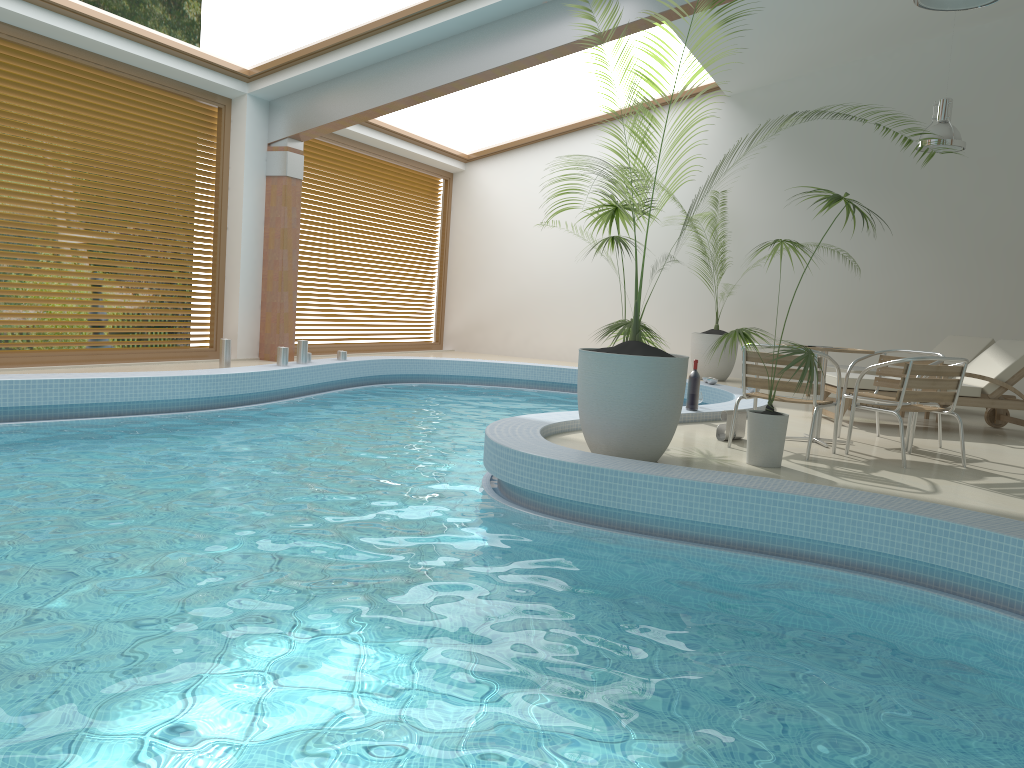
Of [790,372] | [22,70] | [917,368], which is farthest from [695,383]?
[22,70]

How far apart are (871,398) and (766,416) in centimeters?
185cm

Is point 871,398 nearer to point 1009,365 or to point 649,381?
point 1009,365

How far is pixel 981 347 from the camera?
9.73m

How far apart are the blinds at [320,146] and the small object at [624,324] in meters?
6.5 m

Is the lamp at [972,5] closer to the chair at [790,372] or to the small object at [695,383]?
the chair at [790,372]

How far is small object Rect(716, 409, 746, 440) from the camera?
6.4m

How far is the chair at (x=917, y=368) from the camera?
5.8 meters

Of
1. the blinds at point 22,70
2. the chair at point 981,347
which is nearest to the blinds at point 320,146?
the blinds at point 22,70

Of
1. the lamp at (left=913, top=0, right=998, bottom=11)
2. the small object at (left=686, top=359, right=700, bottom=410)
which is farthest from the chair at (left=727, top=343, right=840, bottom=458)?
the lamp at (left=913, top=0, right=998, bottom=11)
